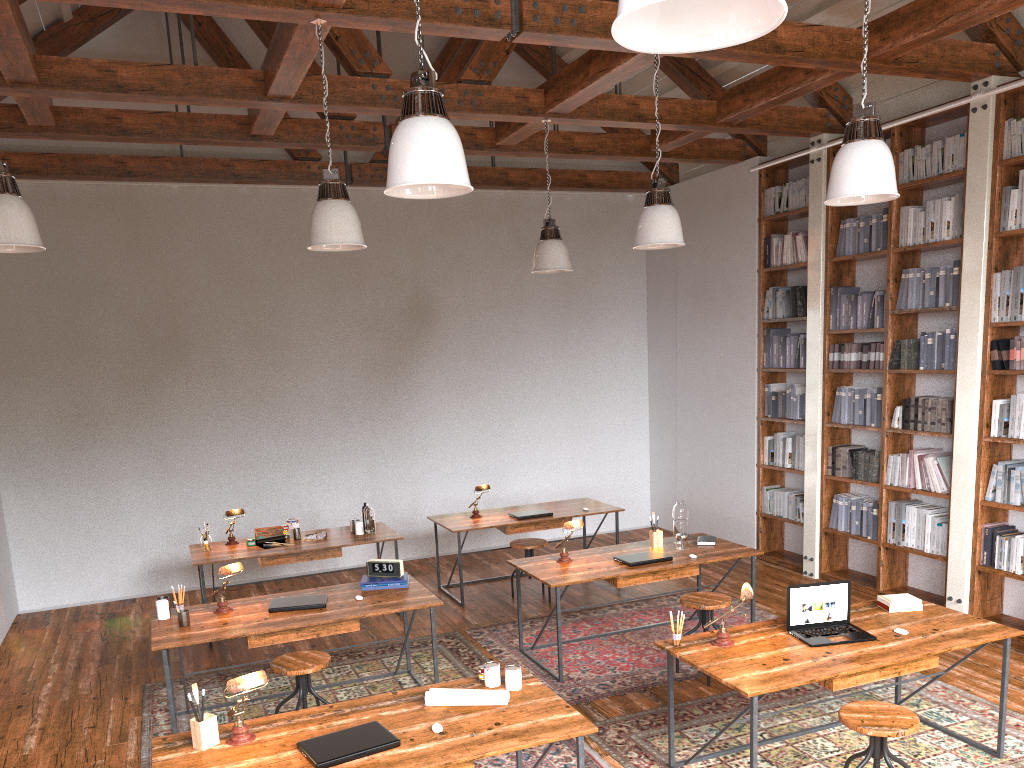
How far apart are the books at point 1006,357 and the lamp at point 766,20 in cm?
497

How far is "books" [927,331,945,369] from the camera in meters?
6.2

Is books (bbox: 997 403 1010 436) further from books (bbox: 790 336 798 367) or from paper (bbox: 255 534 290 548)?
paper (bbox: 255 534 290 548)

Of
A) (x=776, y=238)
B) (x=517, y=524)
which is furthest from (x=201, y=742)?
(x=776, y=238)

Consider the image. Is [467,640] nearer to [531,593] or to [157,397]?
[531,593]

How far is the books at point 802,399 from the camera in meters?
7.5 m

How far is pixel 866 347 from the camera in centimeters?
684cm

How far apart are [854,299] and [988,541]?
2.08m

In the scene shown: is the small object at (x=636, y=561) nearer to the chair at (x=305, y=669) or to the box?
the chair at (x=305, y=669)

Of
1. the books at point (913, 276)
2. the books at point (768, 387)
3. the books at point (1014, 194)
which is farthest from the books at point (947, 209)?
the books at point (768, 387)
